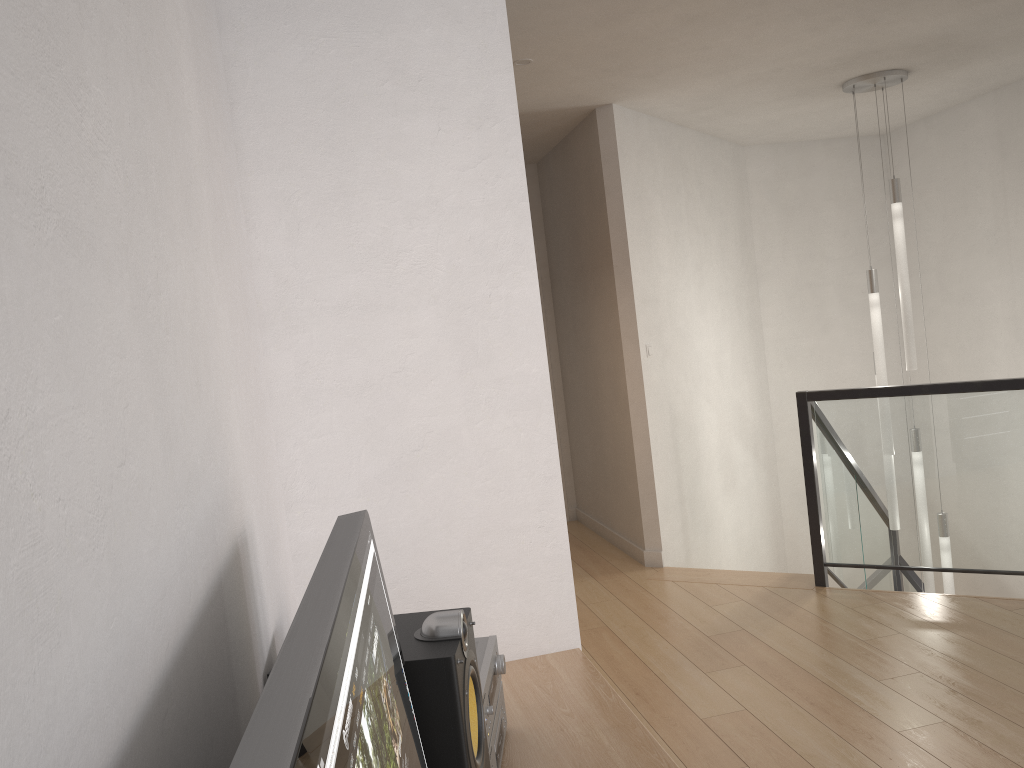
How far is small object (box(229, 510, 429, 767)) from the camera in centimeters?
46cm

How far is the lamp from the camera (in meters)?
5.10

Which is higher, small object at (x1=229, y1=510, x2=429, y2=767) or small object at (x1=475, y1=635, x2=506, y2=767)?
small object at (x1=229, y1=510, x2=429, y2=767)

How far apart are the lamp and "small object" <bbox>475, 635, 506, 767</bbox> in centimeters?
429cm

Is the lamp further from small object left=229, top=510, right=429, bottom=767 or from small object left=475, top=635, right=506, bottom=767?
small object left=229, top=510, right=429, bottom=767

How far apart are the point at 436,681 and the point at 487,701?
0.3 meters

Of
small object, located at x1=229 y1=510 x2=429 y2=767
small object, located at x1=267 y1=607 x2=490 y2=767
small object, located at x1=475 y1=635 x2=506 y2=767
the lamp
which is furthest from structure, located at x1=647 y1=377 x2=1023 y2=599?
small object, located at x1=229 y1=510 x2=429 y2=767

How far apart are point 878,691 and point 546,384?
2.15m

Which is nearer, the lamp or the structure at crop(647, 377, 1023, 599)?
the structure at crop(647, 377, 1023, 599)

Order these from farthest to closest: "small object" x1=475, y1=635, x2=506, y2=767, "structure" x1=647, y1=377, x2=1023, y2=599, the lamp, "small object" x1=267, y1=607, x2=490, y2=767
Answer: the lamp, "structure" x1=647, y1=377, x2=1023, y2=599, "small object" x1=475, y1=635, x2=506, y2=767, "small object" x1=267, y1=607, x2=490, y2=767
